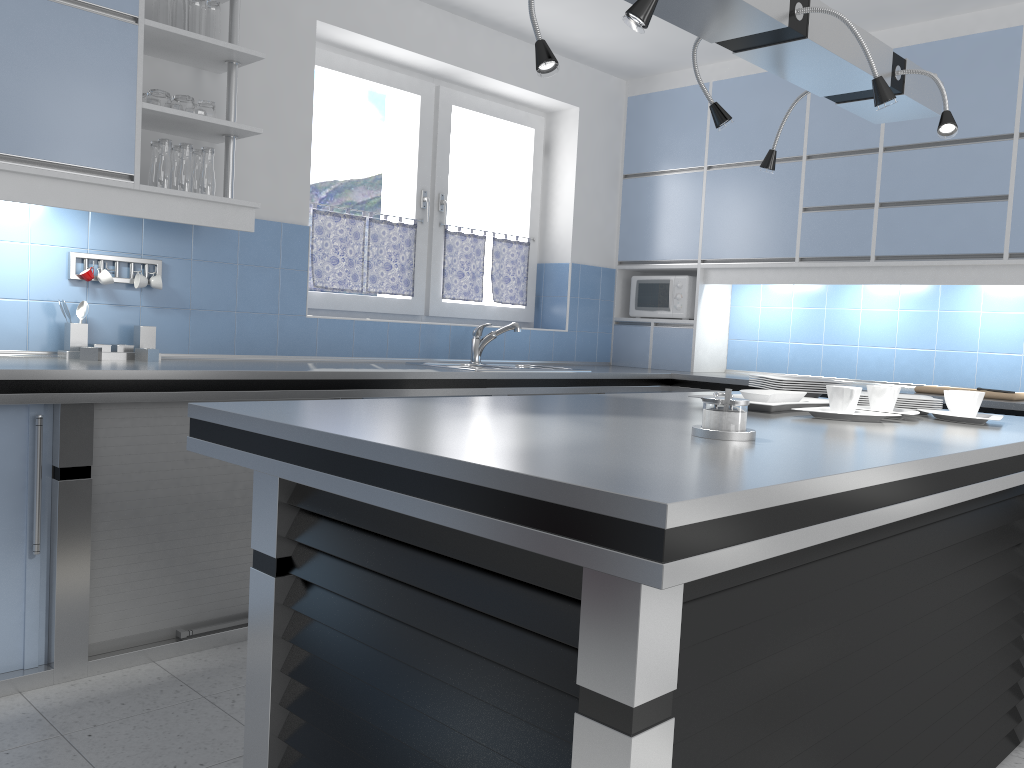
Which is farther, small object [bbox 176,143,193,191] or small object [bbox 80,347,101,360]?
small object [bbox 176,143,193,191]

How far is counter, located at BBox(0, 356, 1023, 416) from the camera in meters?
2.6 m

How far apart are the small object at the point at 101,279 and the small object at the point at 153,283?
0.16m

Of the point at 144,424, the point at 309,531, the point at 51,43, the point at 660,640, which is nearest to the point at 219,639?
the point at 144,424

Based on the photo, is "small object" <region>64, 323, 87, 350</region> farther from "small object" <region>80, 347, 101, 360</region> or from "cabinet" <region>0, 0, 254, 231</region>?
"cabinet" <region>0, 0, 254, 231</region>

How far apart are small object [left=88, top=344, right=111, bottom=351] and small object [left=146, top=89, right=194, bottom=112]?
0.9 meters

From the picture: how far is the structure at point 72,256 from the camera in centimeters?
323cm

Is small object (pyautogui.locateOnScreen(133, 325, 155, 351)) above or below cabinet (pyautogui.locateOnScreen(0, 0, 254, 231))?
below

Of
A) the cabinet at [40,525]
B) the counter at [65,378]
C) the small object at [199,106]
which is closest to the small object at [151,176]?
the small object at [199,106]

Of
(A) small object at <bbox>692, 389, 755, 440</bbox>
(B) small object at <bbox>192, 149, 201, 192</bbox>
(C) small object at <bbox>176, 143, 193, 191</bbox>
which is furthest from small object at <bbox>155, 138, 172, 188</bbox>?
(A) small object at <bbox>692, 389, 755, 440</bbox>
